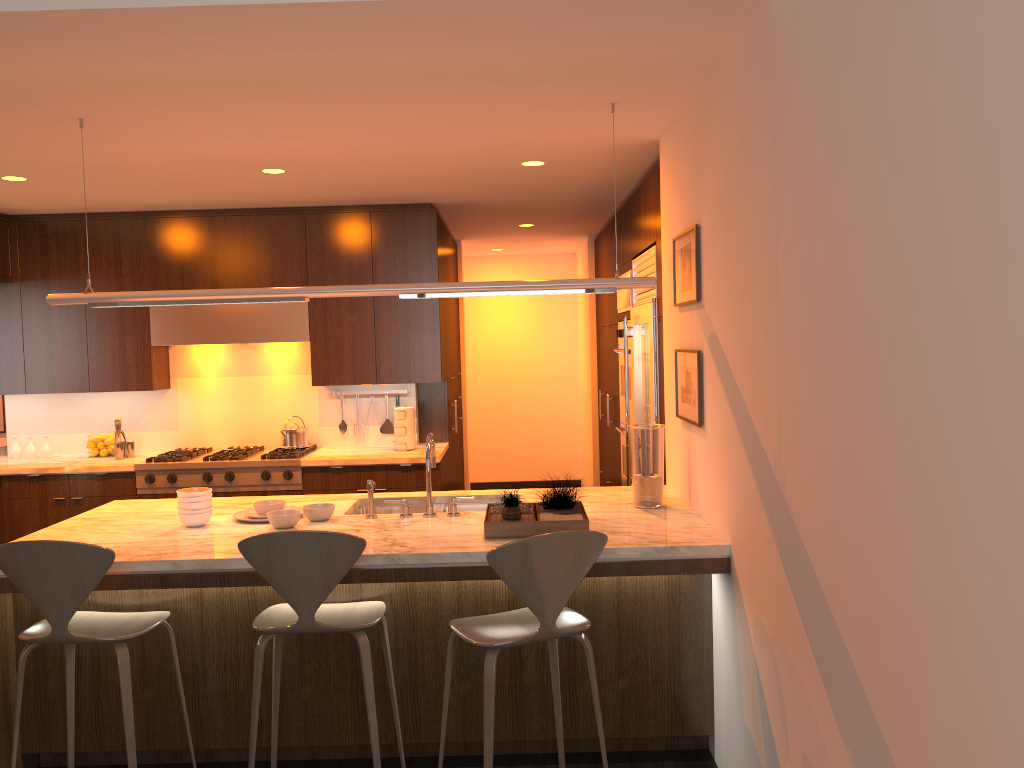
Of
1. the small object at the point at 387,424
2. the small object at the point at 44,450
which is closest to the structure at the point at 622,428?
the small object at the point at 387,424

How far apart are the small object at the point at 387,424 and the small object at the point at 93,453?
1.98m

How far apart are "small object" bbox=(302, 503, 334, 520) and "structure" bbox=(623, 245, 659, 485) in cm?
187

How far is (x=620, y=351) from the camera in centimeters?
603cm

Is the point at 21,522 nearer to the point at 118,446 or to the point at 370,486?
the point at 118,446

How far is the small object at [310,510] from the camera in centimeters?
365cm

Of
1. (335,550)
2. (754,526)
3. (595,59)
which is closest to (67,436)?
(335,550)

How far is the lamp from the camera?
3.6m

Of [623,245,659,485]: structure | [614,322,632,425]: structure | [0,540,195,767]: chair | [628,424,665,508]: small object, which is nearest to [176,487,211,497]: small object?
[0,540,195,767]: chair

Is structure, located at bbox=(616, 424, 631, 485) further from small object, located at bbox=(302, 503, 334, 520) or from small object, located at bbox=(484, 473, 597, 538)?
small object, located at bbox=(302, 503, 334, 520)
